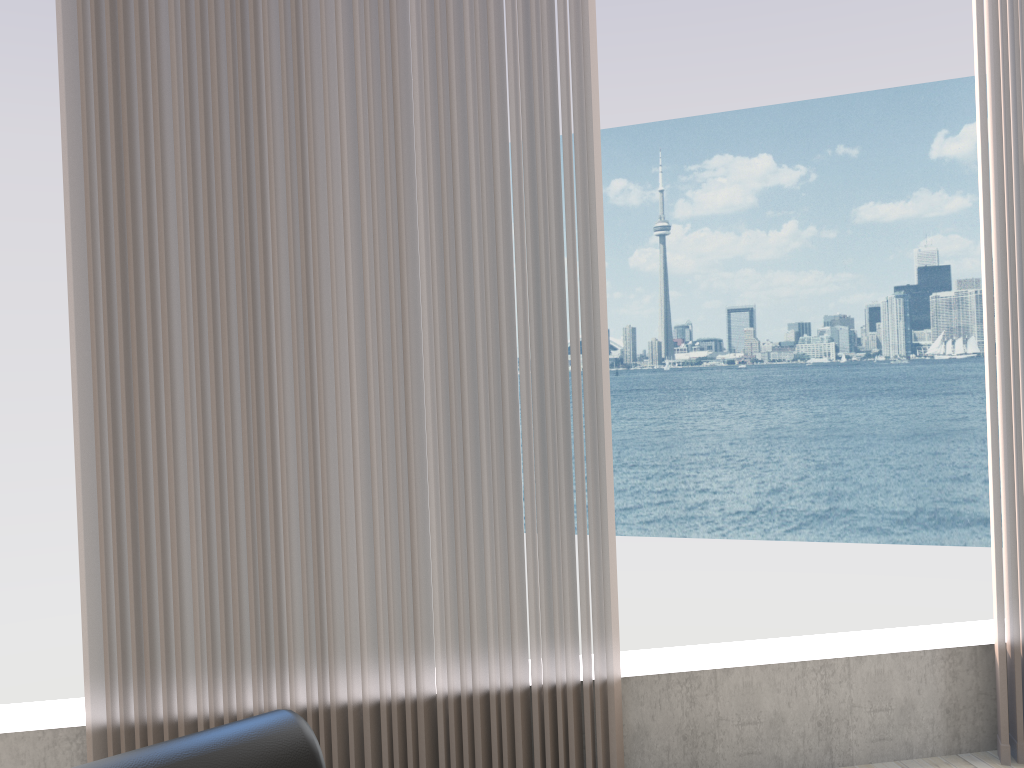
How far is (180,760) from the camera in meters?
0.5 m

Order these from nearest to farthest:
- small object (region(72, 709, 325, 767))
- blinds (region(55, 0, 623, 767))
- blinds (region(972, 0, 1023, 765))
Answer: small object (region(72, 709, 325, 767))
blinds (region(55, 0, 623, 767))
blinds (region(972, 0, 1023, 765))

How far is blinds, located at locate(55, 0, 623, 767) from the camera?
1.8m

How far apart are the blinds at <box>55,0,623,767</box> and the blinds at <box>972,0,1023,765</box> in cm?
92

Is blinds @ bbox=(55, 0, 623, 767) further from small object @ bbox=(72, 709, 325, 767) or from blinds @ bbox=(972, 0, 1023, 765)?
small object @ bbox=(72, 709, 325, 767)

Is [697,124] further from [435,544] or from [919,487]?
[435,544]

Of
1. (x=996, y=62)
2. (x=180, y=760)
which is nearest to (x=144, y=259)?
(x=180, y=760)

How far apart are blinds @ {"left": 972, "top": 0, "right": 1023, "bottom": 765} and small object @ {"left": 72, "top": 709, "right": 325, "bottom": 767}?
1.98m

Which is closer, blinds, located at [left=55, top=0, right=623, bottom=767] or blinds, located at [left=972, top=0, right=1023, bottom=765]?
blinds, located at [left=55, top=0, right=623, bottom=767]

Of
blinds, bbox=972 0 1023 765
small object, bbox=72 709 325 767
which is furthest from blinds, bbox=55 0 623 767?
small object, bbox=72 709 325 767
